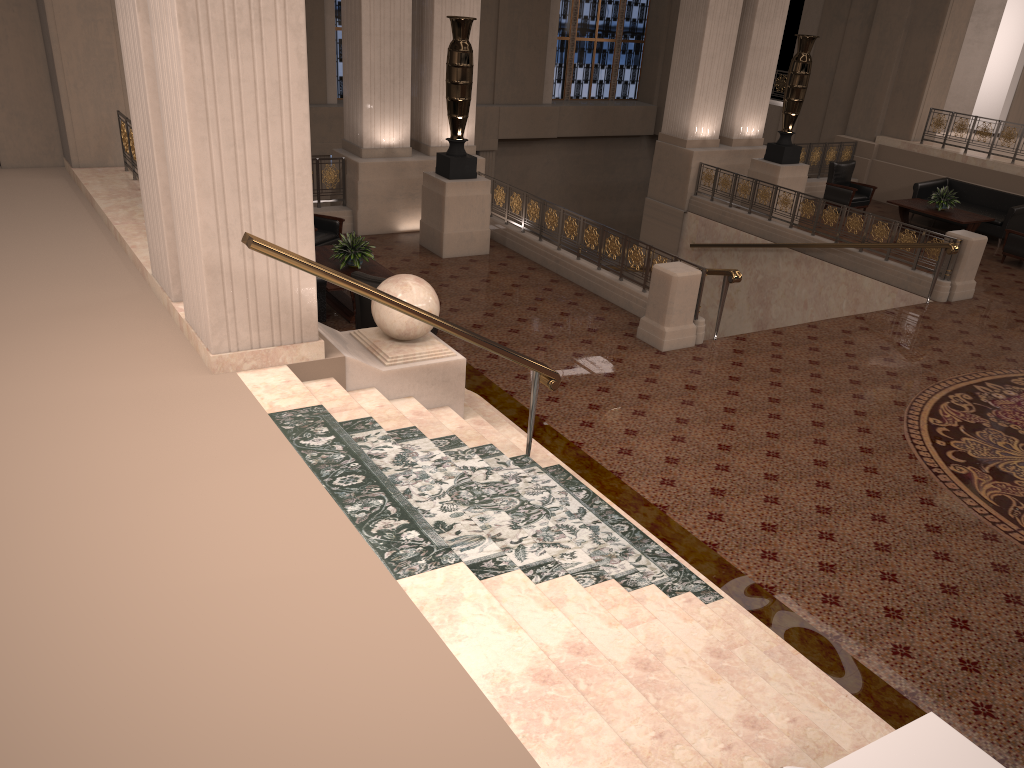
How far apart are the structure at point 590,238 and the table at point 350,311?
2.8m

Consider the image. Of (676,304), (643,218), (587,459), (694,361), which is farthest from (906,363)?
(643,218)

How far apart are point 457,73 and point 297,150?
6.31m

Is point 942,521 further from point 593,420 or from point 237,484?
point 237,484

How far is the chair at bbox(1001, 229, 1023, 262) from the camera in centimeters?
1336cm

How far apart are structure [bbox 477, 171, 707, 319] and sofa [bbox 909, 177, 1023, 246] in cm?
789

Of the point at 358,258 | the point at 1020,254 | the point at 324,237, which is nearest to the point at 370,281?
the point at 358,258

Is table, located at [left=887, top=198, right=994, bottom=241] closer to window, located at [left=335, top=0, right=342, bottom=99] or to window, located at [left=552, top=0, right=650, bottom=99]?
window, located at [left=552, top=0, right=650, bottom=99]

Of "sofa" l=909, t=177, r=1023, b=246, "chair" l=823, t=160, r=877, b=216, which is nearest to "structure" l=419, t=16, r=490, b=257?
"chair" l=823, t=160, r=877, b=216

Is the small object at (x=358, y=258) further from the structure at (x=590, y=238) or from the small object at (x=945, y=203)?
the small object at (x=945, y=203)
